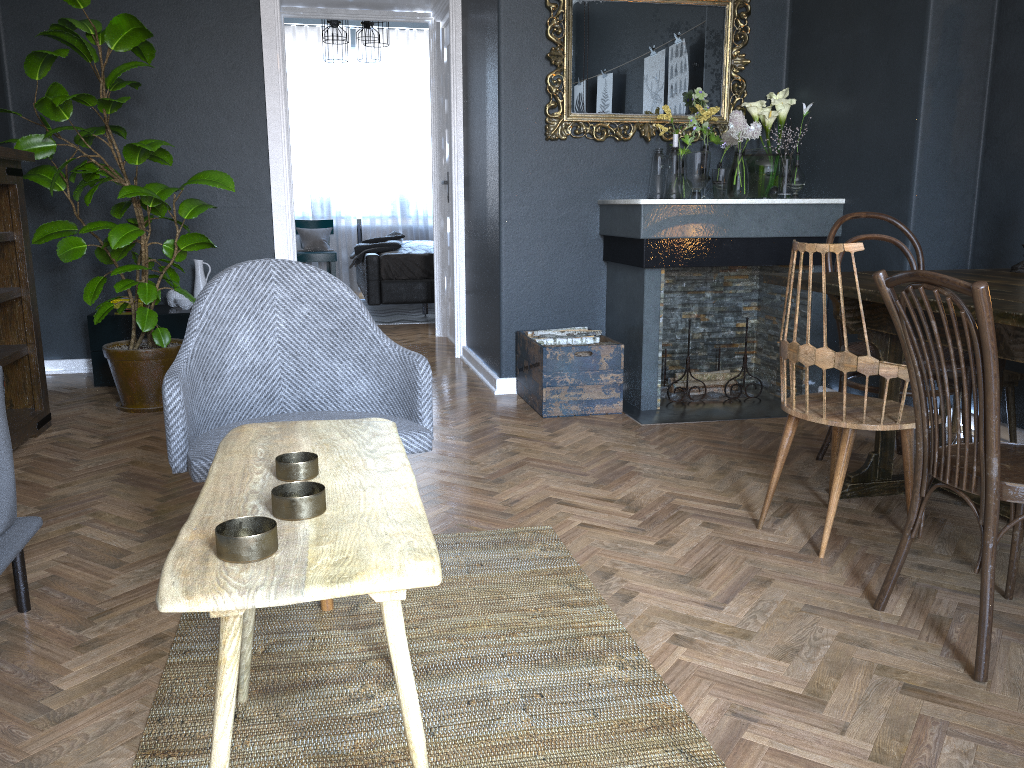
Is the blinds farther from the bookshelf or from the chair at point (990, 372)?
the chair at point (990, 372)

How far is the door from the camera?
6.03m

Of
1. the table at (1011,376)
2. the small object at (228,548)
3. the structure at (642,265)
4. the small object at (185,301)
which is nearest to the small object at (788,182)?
the structure at (642,265)

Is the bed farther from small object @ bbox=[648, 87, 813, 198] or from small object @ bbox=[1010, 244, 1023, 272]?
small object @ bbox=[1010, 244, 1023, 272]

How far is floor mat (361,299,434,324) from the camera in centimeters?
749cm

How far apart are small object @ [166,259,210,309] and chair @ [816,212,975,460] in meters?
3.4

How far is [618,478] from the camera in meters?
3.1

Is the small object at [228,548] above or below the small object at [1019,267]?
below

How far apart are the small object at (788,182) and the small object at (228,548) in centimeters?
333cm

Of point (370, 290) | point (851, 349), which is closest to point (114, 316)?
point (370, 290)
